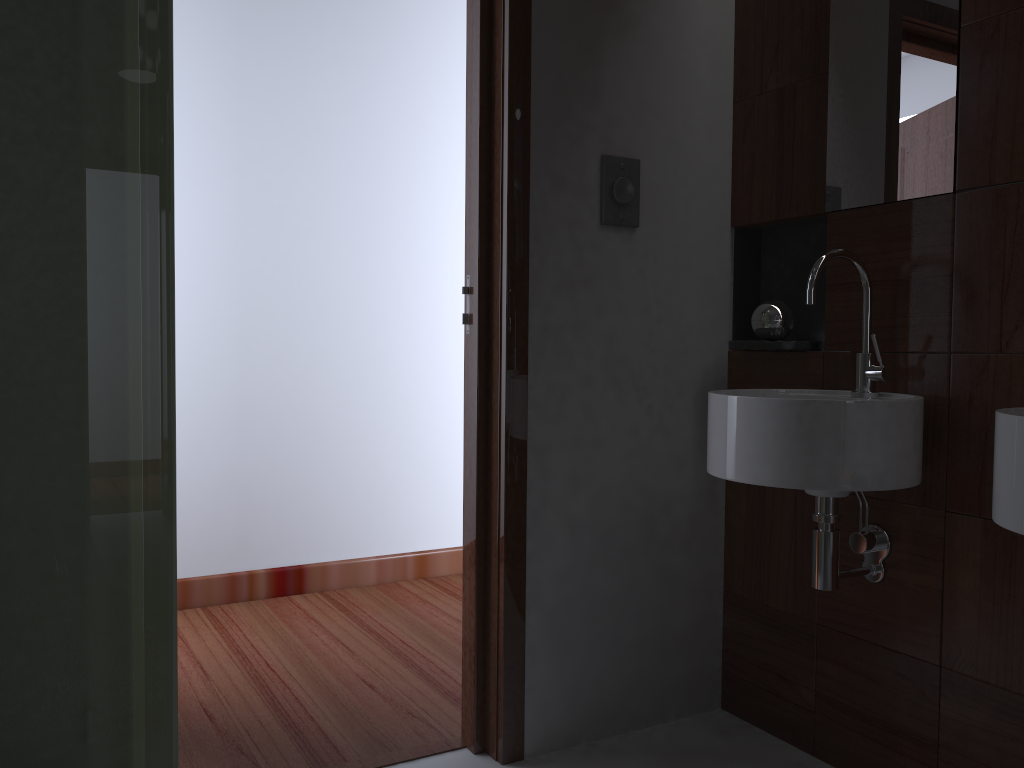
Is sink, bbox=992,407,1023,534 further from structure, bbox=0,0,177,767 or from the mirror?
structure, bbox=0,0,177,767

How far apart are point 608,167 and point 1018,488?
1.2 meters

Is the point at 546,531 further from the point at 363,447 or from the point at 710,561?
the point at 363,447

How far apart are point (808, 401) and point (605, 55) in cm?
99

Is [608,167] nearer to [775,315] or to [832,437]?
[775,315]

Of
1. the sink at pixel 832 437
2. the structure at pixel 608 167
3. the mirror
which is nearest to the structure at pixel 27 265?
the sink at pixel 832 437

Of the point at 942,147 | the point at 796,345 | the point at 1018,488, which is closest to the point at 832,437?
the point at 1018,488

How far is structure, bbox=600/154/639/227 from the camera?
2.1 meters

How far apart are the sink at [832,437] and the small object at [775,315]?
0.2m

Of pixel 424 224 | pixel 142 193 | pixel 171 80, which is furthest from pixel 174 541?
pixel 424 224
